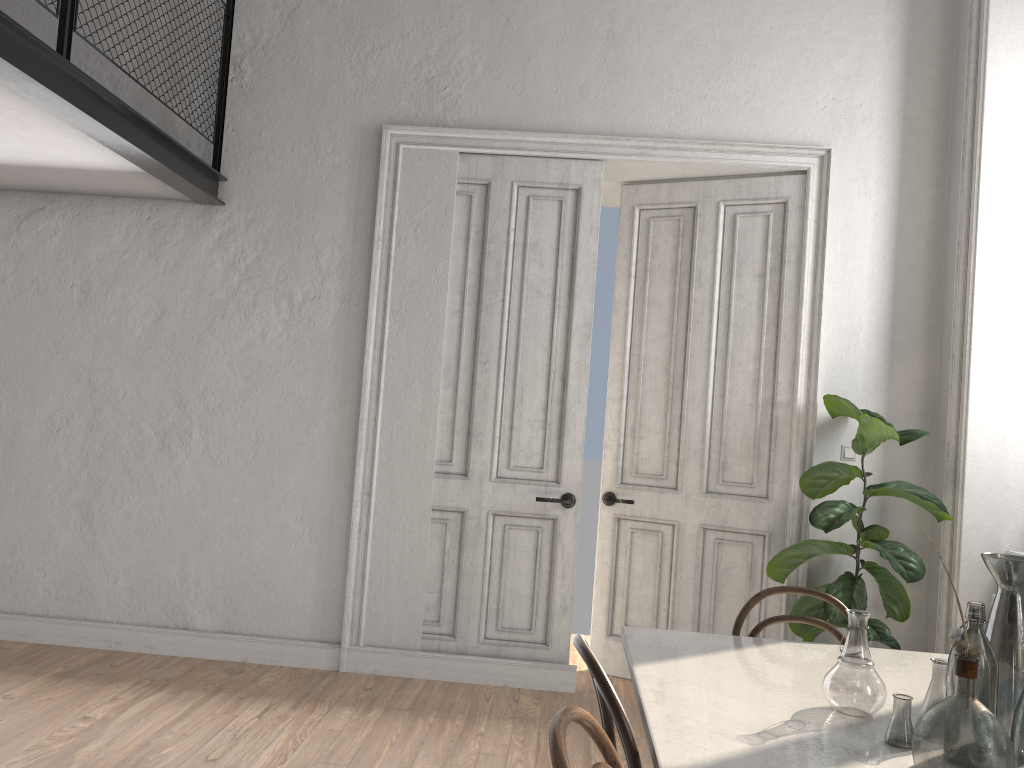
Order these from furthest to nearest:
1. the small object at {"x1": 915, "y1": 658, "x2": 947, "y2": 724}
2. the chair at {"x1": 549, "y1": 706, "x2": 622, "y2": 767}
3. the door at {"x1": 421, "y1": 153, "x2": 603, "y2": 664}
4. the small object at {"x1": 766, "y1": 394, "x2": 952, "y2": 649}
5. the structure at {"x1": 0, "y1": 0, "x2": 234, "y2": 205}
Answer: the door at {"x1": 421, "y1": 153, "x2": 603, "y2": 664} → the small object at {"x1": 766, "y1": 394, "x2": 952, "y2": 649} → the structure at {"x1": 0, "y1": 0, "x2": 234, "y2": 205} → the small object at {"x1": 915, "y1": 658, "x2": 947, "y2": 724} → the chair at {"x1": 549, "y1": 706, "x2": 622, "y2": 767}

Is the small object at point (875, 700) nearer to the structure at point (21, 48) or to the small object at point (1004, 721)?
the small object at point (1004, 721)

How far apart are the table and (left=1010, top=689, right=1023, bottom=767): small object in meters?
0.2 m

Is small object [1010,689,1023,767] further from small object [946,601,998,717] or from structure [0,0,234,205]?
structure [0,0,234,205]

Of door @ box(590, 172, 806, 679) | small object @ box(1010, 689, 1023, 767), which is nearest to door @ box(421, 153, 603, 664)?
door @ box(590, 172, 806, 679)

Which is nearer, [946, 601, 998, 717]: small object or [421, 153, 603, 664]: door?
[946, 601, 998, 717]: small object

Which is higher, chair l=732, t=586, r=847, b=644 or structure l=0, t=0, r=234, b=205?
structure l=0, t=0, r=234, b=205

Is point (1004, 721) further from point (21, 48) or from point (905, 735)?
point (21, 48)

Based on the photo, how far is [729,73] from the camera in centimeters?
474cm

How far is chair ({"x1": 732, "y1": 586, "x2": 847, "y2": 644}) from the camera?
2.7m
